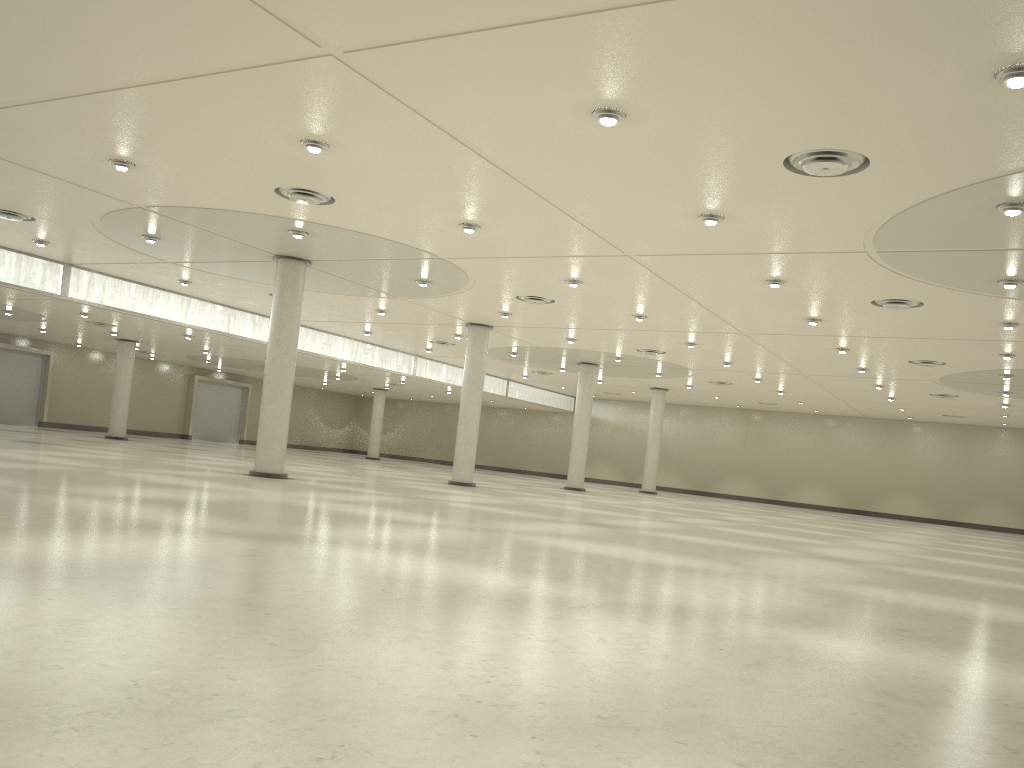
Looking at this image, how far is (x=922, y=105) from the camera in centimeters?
2285cm
